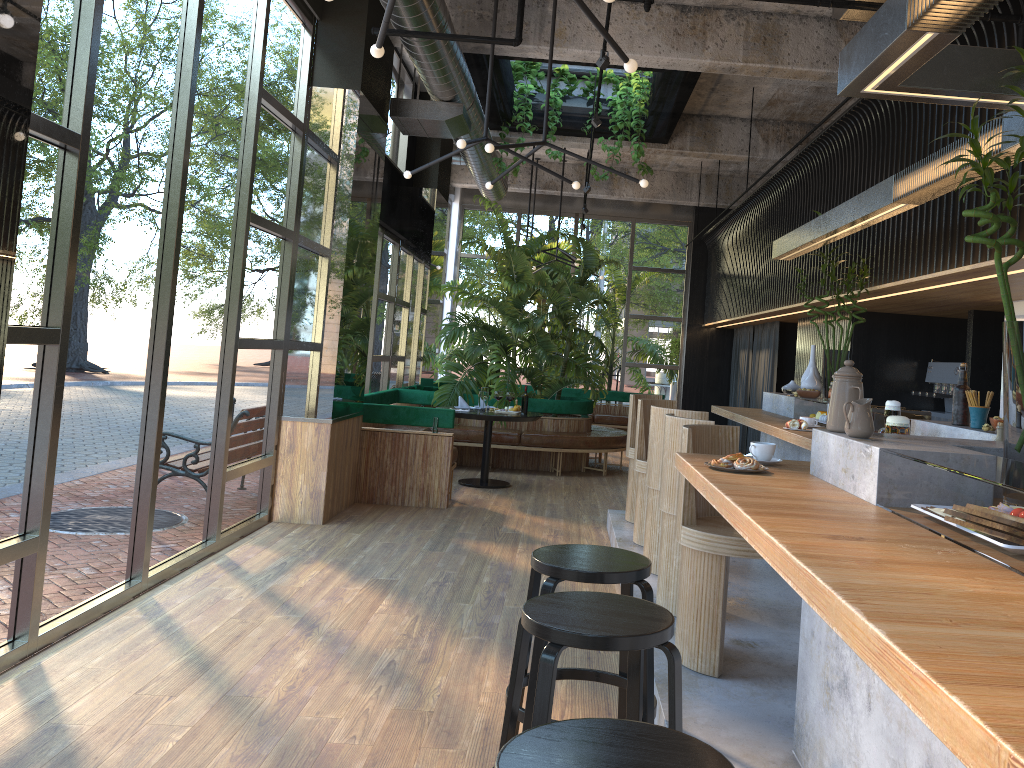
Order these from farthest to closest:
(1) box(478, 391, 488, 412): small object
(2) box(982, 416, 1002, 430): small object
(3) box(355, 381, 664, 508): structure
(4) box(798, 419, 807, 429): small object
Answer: (1) box(478, 391, 488, 412): small object, (3) box(355, 381, 664, 508): structure, (4) box(798, 419, 807, 429): small object, (2) box(982, 416, 1002, 430): small object

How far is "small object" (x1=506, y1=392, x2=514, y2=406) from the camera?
3.6m

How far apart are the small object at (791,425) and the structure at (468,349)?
5.5m

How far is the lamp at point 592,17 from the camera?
3.45m

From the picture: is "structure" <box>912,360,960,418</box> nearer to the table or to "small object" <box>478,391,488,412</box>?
the table

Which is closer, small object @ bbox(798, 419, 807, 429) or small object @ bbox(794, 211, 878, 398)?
small object @ bbox(798, 419, 807, 429)

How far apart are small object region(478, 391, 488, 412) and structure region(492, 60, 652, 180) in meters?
2.8 m

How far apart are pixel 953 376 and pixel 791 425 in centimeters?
355cm

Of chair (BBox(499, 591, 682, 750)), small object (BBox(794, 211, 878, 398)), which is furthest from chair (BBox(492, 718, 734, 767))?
A: small object (BBox(794, 211, 878, 398))

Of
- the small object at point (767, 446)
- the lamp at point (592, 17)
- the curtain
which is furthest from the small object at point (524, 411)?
the curtain
